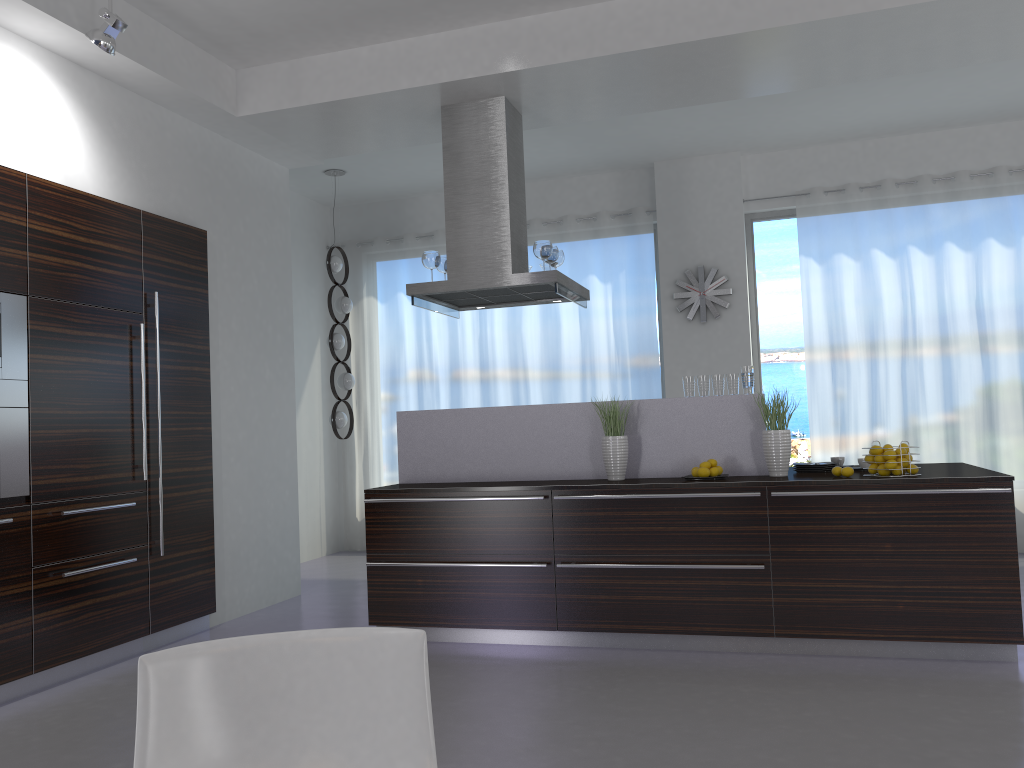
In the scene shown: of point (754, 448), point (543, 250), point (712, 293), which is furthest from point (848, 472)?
point (712, 293)

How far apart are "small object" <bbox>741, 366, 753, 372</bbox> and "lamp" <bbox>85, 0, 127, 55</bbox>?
3.6m

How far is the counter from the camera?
4.86m

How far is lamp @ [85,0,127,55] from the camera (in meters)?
4.09

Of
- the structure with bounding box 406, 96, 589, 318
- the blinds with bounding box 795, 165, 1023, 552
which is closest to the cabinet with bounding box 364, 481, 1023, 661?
the structure with bounding box 406, 96, 589, 318

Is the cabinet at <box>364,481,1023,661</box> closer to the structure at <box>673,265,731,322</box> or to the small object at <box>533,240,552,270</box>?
the small object at <box>533,240,552,270</box>

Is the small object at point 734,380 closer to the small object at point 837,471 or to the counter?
the counter

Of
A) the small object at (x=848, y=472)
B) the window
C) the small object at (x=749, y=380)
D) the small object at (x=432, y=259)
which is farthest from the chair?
the window

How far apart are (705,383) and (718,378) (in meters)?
0.08

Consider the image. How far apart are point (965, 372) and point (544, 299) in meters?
3.7 m
